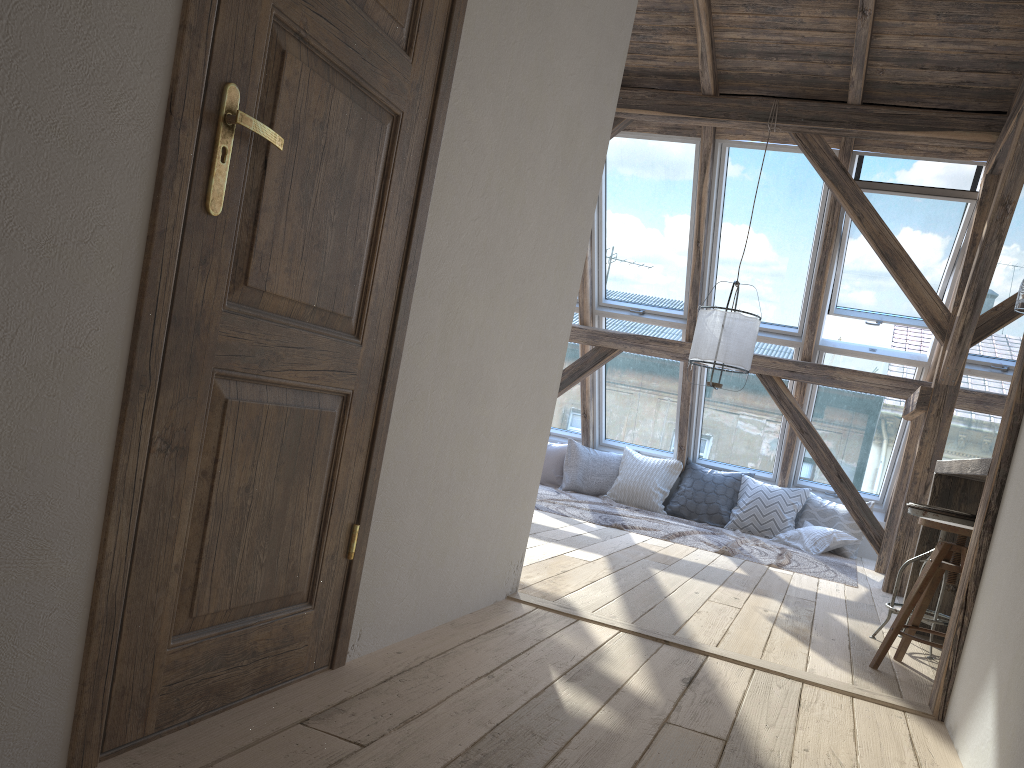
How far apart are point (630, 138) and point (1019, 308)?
3.6m

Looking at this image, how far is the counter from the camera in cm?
327

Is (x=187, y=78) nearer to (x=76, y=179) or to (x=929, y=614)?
(x=76, y=179)

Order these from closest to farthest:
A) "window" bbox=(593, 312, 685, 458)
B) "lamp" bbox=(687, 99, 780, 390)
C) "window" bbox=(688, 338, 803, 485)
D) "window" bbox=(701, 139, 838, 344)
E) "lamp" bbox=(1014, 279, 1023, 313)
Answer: "lamp" bbox=(1014, 279, 1023, 313) < "lamp" bbox=(687, 99, 780, 390) < "window" bbox=(701, 139, 838, 344) < "window" bbox=(688, 338, 803, 485) < "window" bbox=(593, 312, 685, 458)

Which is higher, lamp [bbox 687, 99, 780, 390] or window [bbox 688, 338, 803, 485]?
lamp [bbox 687, 99, 780, 390]

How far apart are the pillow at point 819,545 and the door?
5.58m

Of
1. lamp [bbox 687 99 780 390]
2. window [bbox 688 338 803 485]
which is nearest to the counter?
lamp [bbox 687 99 780 390]

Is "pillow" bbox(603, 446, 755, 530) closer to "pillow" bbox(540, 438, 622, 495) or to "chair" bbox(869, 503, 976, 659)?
"pillow" bbox(540, 438, 622, 495)

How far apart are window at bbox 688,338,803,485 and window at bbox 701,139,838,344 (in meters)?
0.10

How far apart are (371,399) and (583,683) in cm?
97
